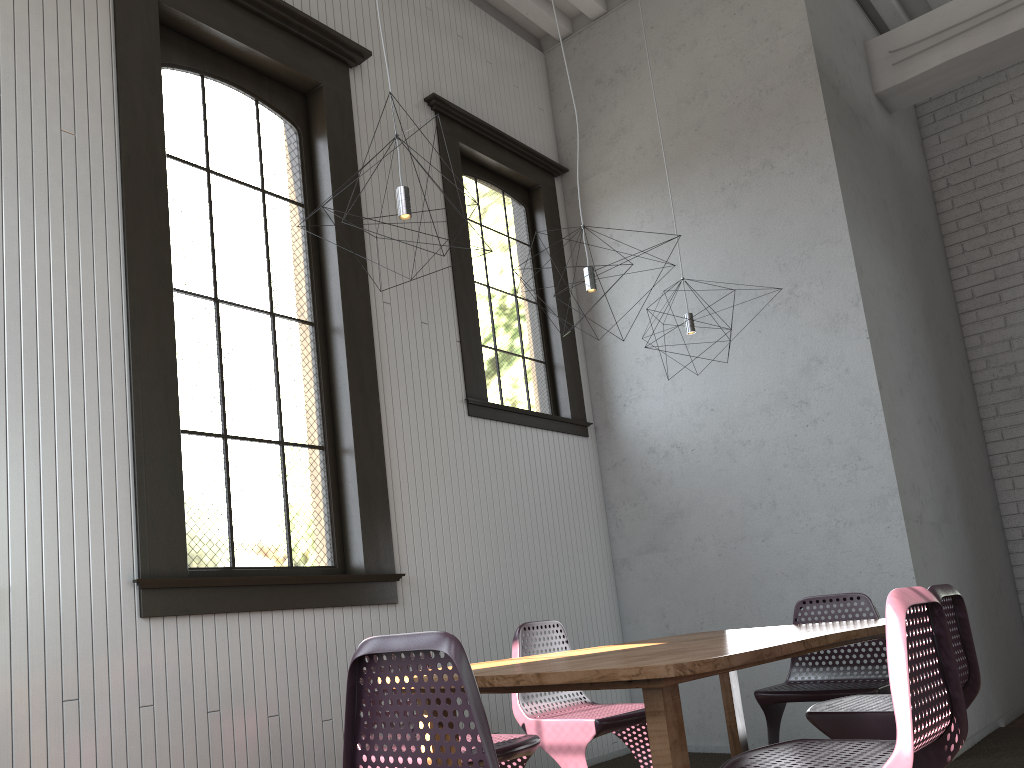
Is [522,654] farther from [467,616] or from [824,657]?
[824,657]
